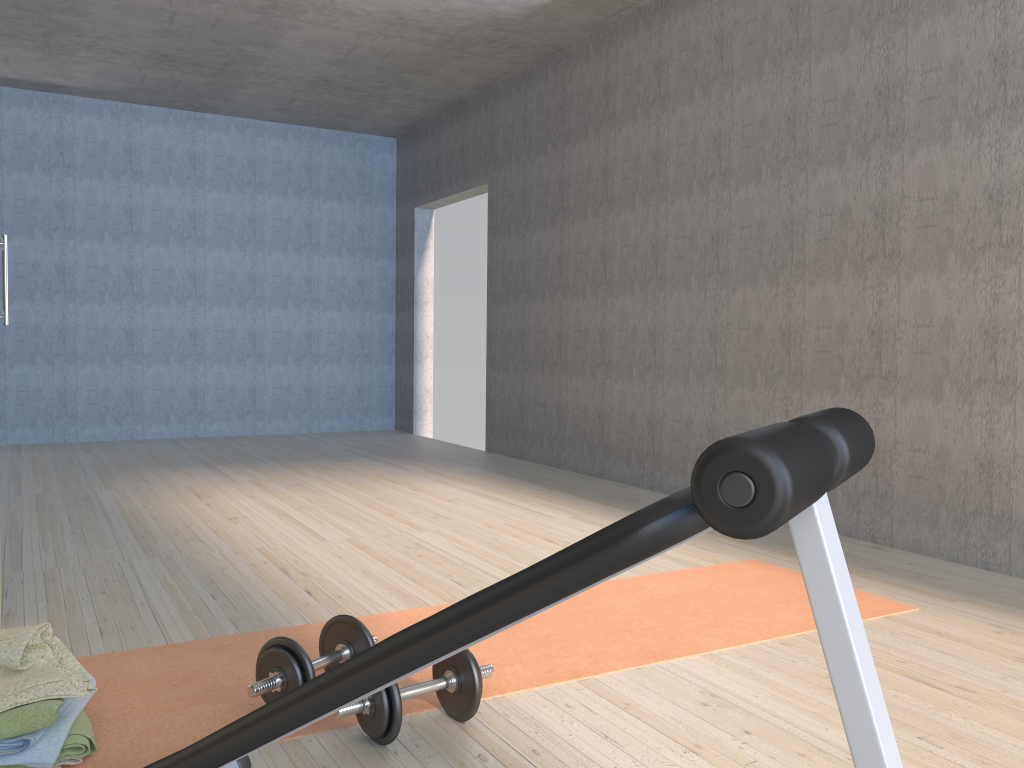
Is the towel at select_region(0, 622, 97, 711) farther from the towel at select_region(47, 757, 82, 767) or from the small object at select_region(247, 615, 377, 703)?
the small object at select_region(247, 615, 377, 703)

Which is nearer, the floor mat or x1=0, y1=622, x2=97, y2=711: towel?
x1=0, y1=622, x2=97, y2=711: towel

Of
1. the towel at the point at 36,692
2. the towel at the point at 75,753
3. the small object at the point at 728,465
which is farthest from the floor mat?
the small object at the point at 728,465

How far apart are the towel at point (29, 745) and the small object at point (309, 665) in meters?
0.3 m

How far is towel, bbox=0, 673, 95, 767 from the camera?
1.60m

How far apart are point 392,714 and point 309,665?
0.2m

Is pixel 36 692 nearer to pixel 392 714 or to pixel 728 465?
pixel 392 714

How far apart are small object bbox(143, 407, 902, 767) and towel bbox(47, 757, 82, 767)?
0.3 meters

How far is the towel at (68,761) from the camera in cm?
169

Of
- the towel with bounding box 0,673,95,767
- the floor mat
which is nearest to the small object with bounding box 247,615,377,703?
the floor mat
